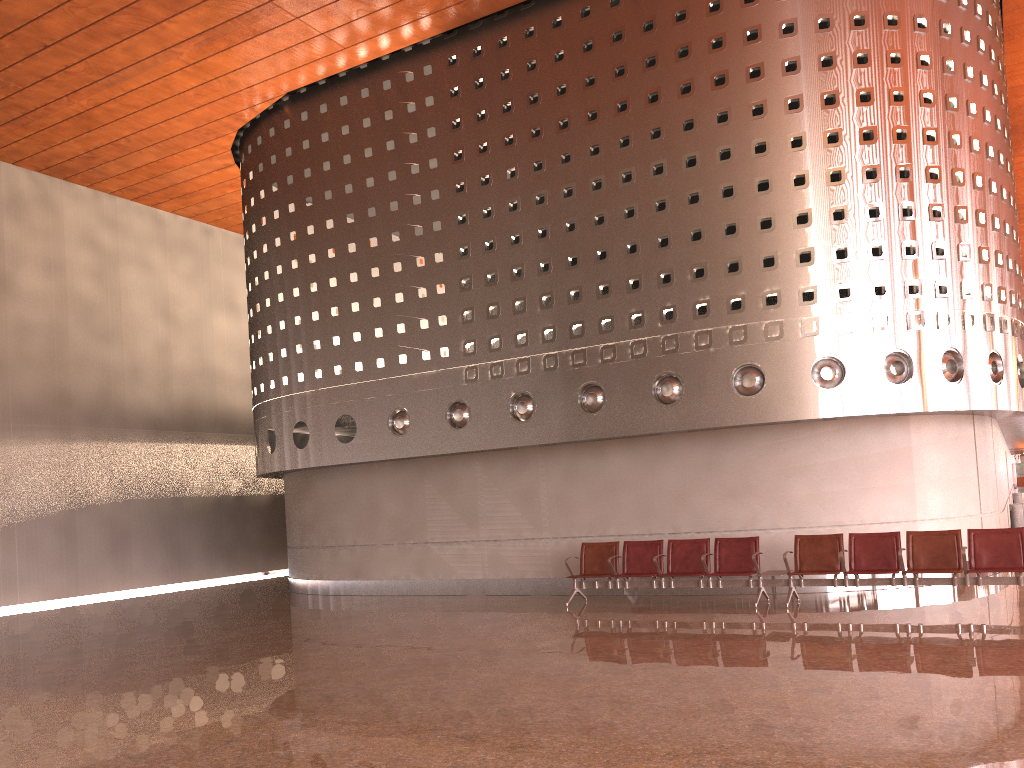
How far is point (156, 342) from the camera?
21.0 meters
